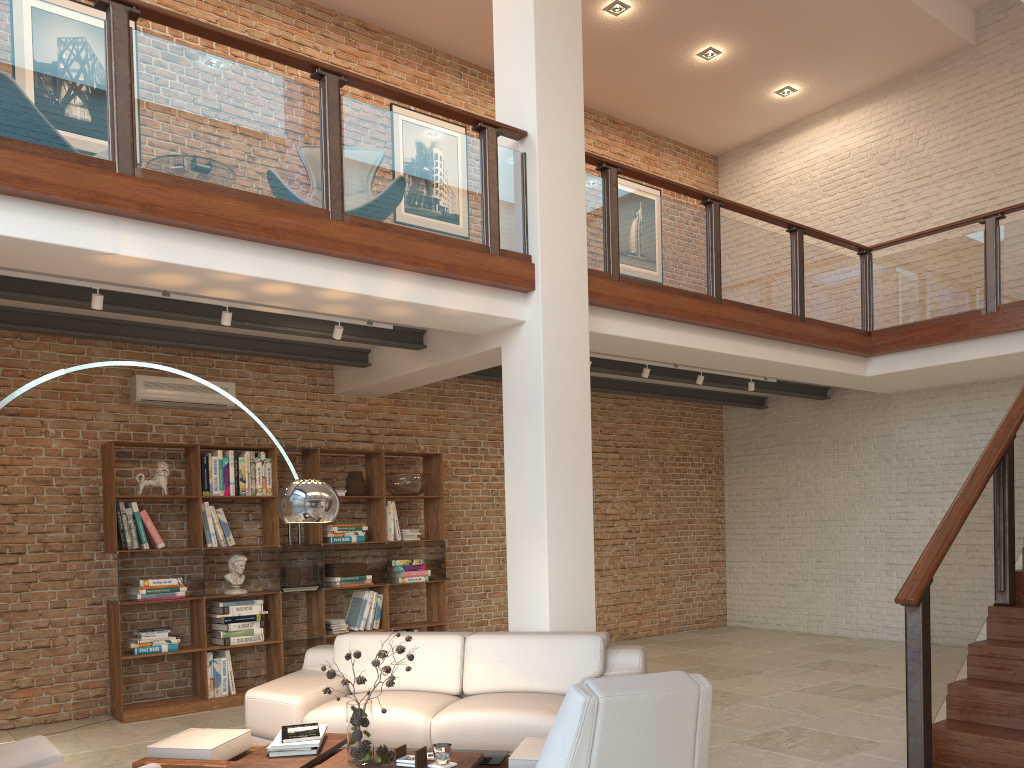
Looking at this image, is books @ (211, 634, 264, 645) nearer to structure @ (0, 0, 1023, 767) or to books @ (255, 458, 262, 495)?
books @ (255, 458, 262, 495)

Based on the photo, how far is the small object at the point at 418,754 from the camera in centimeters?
366cm

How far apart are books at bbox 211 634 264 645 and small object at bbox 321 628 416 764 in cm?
350

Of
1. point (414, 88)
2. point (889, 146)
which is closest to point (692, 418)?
point (889, 146)

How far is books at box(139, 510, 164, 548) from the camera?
6.8 meters

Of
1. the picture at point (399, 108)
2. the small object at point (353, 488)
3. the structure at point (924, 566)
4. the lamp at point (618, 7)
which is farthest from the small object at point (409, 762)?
the lamp at point (618, 7)

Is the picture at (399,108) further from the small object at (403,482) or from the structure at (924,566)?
the small object at (403,482)

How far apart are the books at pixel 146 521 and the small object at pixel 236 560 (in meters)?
0.61

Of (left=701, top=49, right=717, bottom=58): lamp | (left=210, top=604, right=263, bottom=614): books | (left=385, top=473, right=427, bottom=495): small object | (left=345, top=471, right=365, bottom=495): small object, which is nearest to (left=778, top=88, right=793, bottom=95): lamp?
(left=701, top=49, right=717, bottom=58): lamp

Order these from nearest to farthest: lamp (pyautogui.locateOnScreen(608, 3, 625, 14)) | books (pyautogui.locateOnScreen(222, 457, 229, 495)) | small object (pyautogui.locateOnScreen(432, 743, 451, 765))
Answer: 1. small object (pyautogui.locateOnScreen(432, 743, 451, 765))
2. books (pyautogui.locateOnScreen(222, 457, 229, 495))
3. lamp (pyautogui.locateOnScreen(608, 3, 625, 14))
